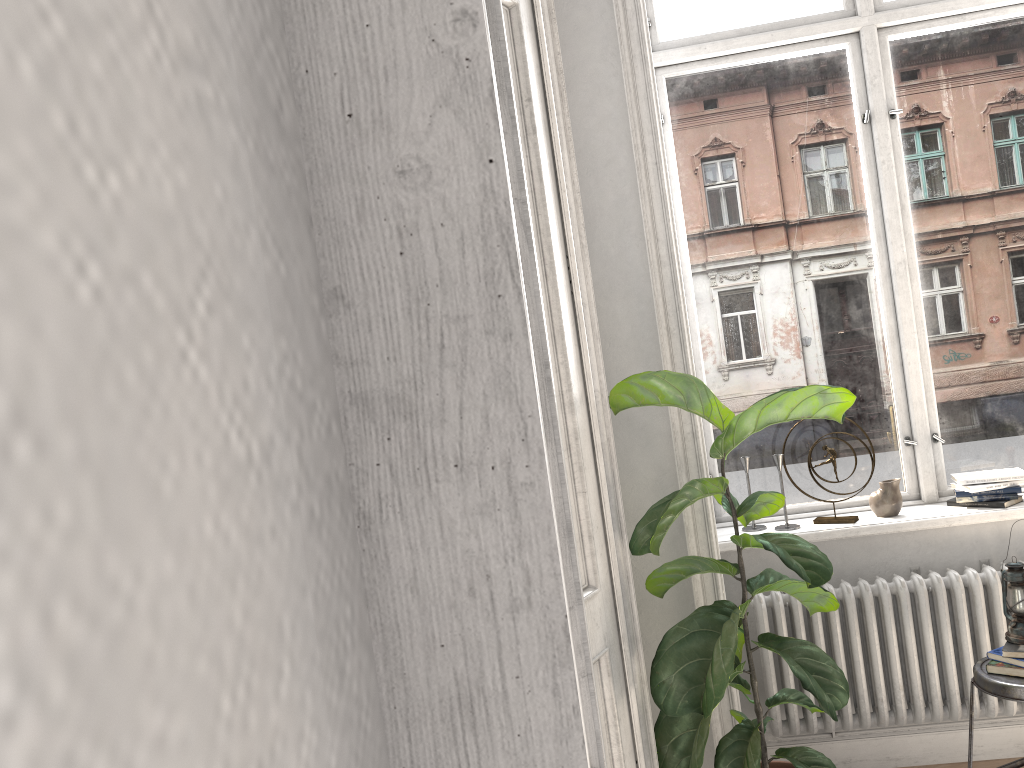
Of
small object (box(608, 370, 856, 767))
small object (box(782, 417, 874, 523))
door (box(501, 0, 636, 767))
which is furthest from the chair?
door (box(501, 0, 636, 767))

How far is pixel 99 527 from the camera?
0.1 meters

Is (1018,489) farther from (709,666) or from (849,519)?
(709,666)

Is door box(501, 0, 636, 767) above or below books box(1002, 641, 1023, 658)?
above

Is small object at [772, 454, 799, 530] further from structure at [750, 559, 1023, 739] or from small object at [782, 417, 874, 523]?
structure at [750, 559, 1023, 739]

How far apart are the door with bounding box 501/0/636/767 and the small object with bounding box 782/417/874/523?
1.3m

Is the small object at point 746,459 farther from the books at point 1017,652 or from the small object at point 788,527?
the books at point 1017,652

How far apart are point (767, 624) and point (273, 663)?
3.3m

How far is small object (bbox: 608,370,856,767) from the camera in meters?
2.5

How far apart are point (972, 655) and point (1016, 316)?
1.34m
